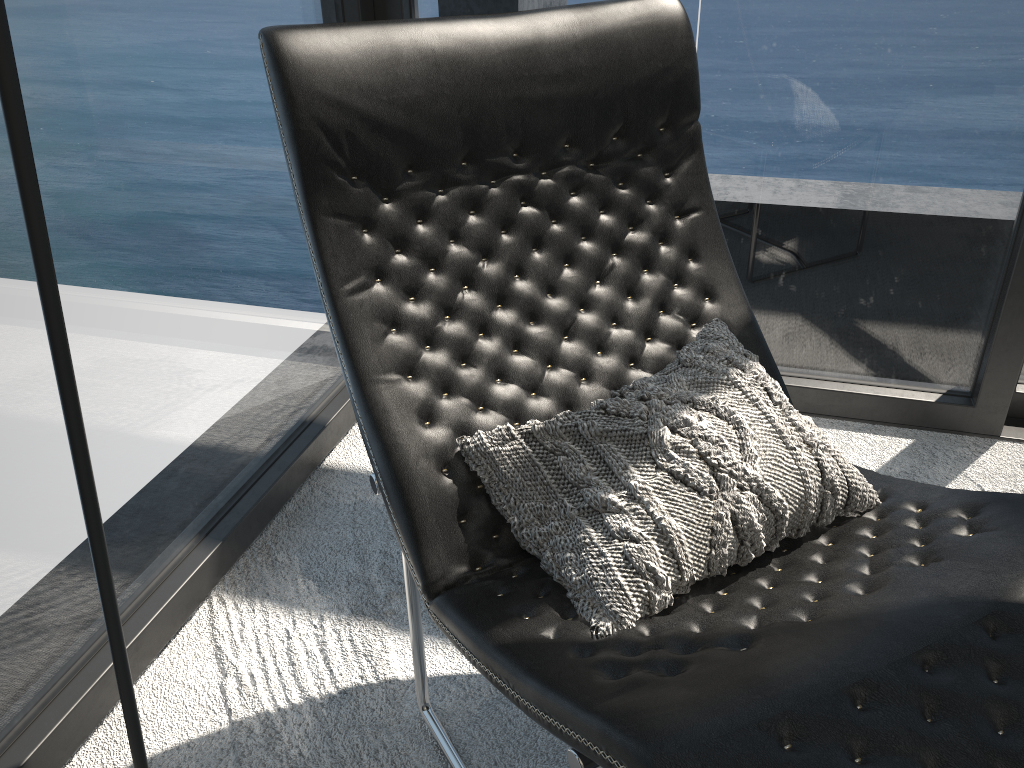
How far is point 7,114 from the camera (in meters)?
0.64

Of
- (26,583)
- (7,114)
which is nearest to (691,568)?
(7,114)

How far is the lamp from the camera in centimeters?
64cm

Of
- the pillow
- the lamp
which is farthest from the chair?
the lamp

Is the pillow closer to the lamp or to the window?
the lamp

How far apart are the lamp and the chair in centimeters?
34cm

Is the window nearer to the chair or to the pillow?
the chair

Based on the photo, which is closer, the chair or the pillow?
the chair

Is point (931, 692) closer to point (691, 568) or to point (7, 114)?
point (691, 568)

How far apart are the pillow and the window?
0.6m
